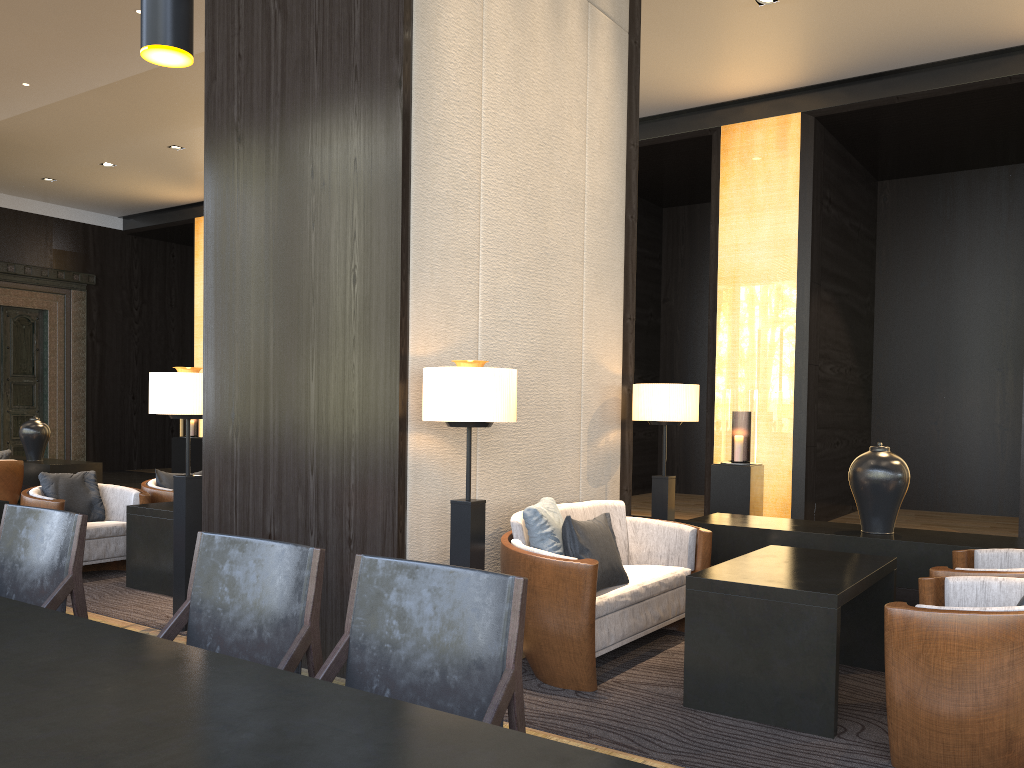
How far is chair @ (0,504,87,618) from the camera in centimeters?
262cm

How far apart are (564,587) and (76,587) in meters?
1.8 m

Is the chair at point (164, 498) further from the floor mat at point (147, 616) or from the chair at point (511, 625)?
the chair at point (511, 625)

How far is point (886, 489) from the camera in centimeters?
468cm

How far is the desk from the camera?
1.1m

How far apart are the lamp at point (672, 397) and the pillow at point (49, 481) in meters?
3.7 m

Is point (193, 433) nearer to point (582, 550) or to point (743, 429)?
point (743, 429)

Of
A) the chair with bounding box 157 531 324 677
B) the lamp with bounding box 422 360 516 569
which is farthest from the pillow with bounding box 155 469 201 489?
the chair with bounding box 157 531 324 677

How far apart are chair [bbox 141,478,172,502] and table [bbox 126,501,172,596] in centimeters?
66cm

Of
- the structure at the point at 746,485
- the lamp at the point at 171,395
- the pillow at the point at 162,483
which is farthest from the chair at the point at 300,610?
the structure at the point at 746,485
